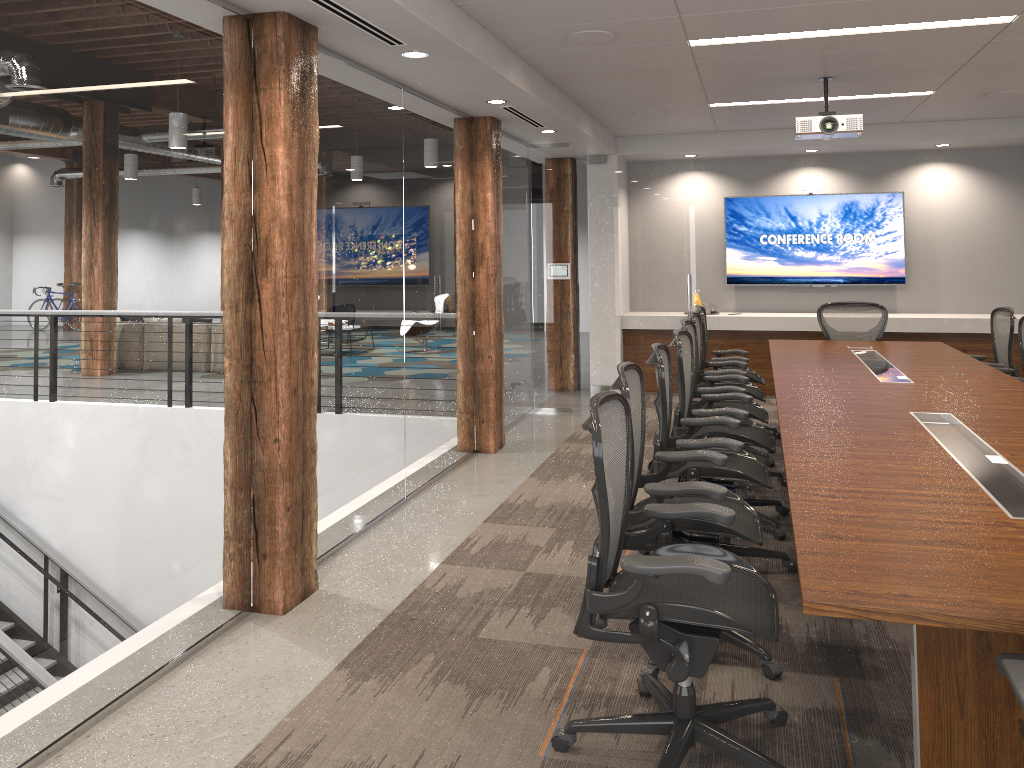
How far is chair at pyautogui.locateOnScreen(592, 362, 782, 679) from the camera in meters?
3.3 m

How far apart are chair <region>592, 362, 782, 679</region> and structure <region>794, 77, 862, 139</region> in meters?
3.2

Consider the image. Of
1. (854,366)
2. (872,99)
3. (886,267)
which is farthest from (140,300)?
(886,267)

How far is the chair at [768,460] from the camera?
6.4m

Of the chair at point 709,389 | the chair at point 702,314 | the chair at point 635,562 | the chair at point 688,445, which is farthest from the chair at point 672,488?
the chair at point 702,314

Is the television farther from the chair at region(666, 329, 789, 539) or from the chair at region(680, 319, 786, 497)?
the chair at region(666, 329, 789, 539)

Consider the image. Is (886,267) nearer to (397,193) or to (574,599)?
(397,193)

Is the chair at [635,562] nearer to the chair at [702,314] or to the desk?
the desk

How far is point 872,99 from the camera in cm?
717

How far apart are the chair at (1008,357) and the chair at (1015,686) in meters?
5.4
